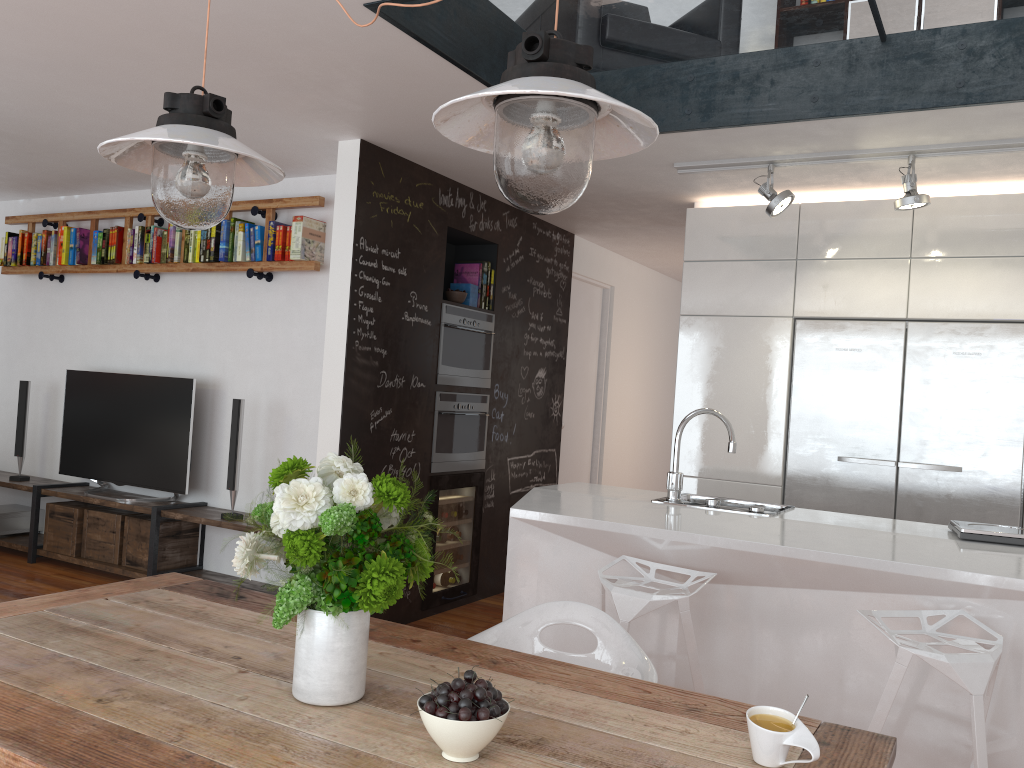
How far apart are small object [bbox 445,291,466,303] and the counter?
1.6m

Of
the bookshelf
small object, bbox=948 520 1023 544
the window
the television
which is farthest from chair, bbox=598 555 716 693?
the television

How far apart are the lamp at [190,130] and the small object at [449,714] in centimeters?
107cm

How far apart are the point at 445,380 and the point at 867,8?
2.8m

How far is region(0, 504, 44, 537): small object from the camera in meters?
6.1 m

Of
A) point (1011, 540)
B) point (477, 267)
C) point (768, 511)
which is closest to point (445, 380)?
point (477, 267)

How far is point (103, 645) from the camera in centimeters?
182cm

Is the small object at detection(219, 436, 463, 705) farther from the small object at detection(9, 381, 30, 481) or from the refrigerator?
the small object at detection(9, 381, 30, 481)

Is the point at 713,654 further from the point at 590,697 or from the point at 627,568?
the point at 590,697

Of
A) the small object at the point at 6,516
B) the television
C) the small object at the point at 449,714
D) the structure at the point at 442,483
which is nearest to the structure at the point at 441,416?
the structure at the point at 442,483
